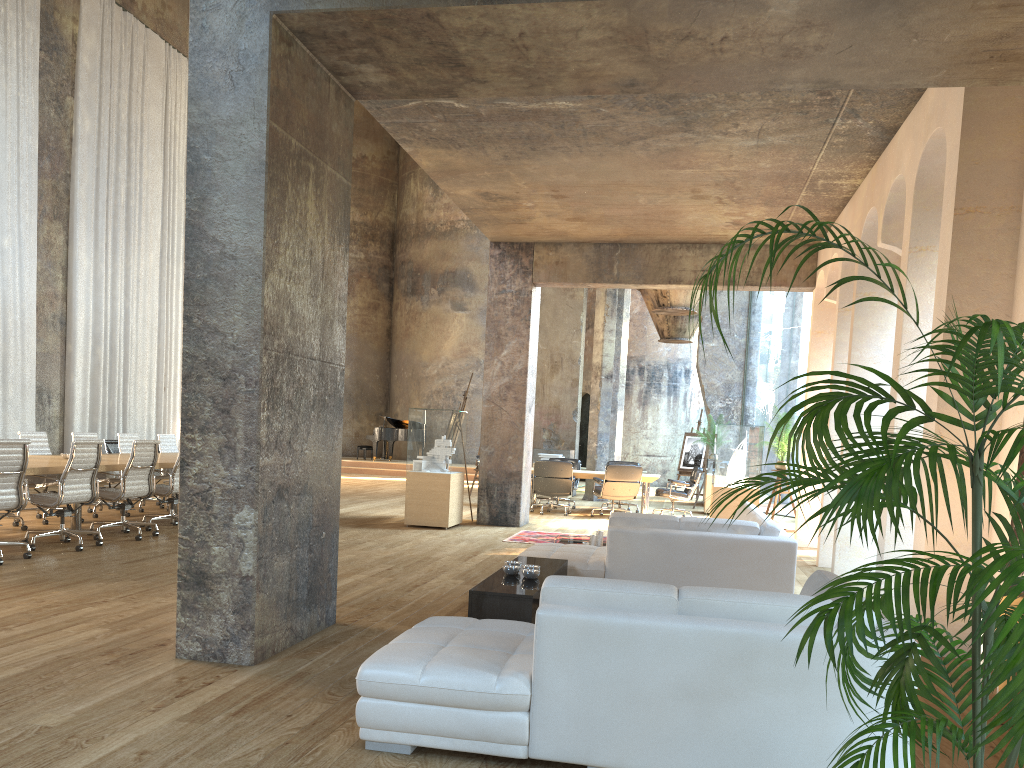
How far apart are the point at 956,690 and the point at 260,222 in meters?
3.7

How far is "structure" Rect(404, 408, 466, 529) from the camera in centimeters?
1123cm

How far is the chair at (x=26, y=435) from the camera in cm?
1000

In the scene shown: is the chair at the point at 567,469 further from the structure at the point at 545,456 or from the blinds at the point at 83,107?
the blinds at the point at 83,107

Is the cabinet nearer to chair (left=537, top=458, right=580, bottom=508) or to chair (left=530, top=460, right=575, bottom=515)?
chair (left=530, top=460, right=575, bottom=515)

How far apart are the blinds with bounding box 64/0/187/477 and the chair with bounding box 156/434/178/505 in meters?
3.8 m

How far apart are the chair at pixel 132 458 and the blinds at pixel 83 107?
7.20m

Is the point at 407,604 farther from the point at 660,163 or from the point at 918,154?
the point at 918,154

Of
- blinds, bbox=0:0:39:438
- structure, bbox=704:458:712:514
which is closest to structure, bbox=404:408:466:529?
structure, bbox=704:458:712:514

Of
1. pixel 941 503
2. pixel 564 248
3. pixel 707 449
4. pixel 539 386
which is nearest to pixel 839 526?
pixel 941 503
